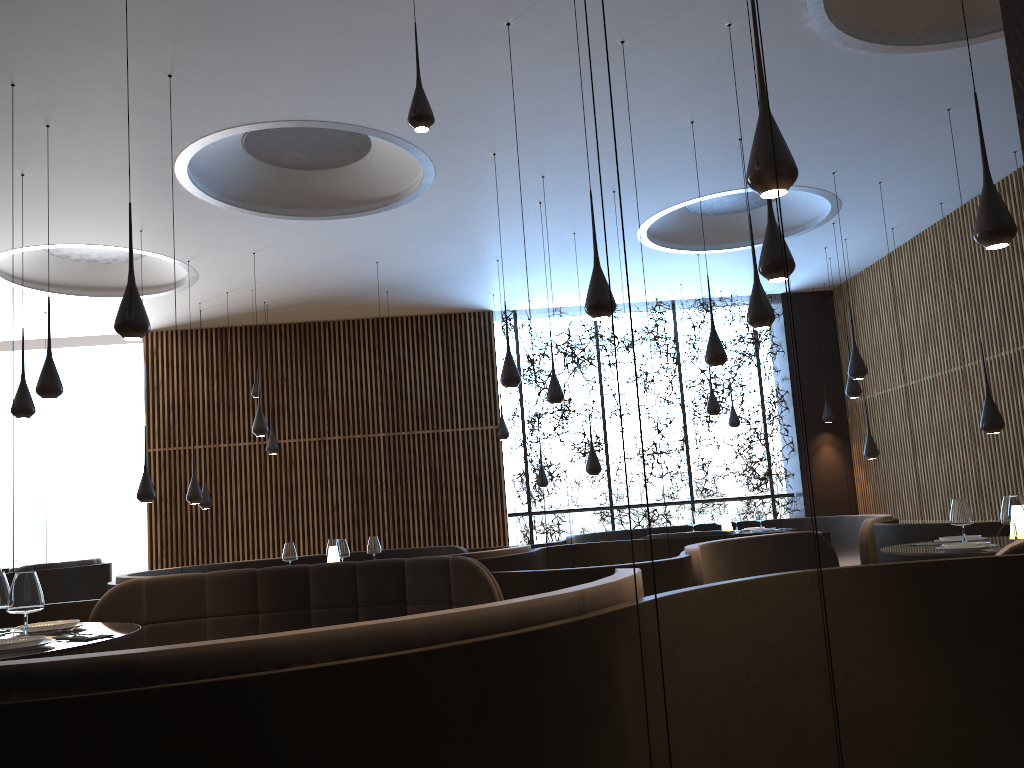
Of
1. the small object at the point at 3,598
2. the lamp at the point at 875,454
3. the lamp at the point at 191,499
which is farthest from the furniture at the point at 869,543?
the small object at the point at 3,598

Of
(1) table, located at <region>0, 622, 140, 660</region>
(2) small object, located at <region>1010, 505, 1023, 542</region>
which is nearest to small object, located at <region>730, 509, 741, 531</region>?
(2) small object, located at <region>1010, 505, 1023, 542</region>

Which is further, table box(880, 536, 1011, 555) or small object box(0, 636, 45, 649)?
table box(880, 536, 1011, 555)

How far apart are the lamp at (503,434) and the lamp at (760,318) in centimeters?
738cm

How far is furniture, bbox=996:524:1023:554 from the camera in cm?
395

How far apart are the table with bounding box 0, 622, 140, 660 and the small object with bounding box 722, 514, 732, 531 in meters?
8.2

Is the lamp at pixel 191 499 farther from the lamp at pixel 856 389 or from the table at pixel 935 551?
the lamp at pixel 856 389

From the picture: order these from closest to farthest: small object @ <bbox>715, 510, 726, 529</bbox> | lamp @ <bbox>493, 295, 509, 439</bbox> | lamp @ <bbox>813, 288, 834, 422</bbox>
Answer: small object @ <bbox>715, 510, 726, 529</bbox> < lamp @ <bbox>493, 295, 509, 439</bbox> < lamp @ <bbox>813, 288, 834, 422</bbox>

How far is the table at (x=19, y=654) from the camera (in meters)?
3.32

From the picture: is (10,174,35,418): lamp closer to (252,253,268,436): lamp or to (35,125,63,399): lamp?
(35,125,63,399): lamp
